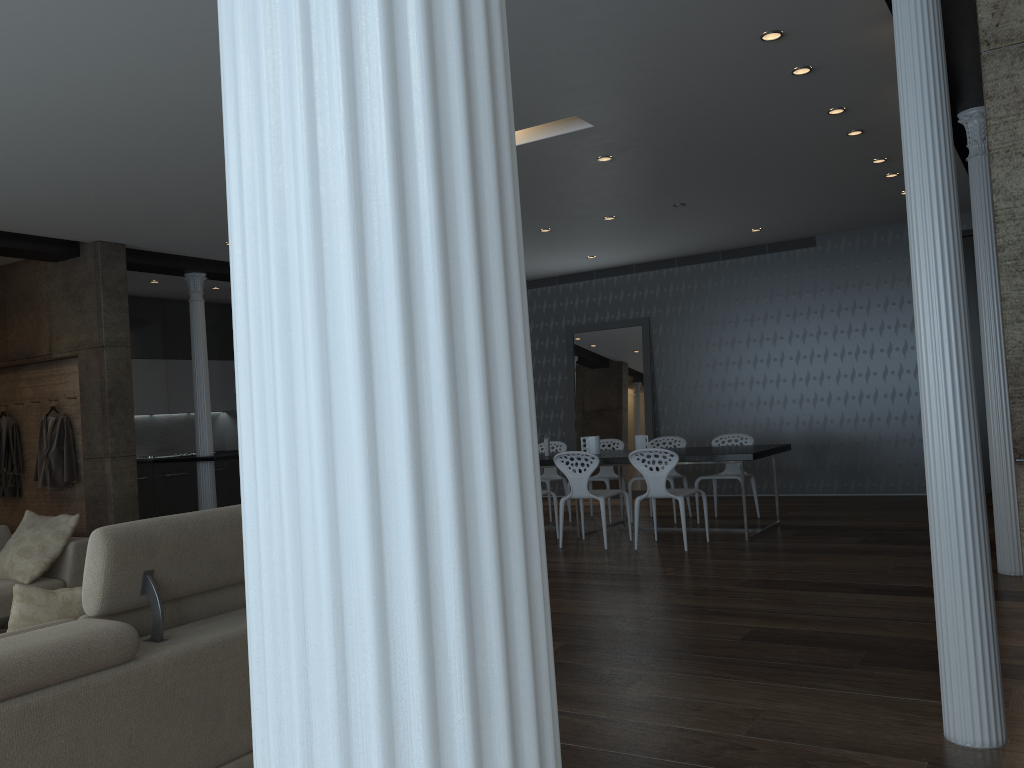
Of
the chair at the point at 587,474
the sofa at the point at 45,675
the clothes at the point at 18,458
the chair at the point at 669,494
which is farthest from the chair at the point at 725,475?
the clothes at the point at 18,458

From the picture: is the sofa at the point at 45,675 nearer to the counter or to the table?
the table

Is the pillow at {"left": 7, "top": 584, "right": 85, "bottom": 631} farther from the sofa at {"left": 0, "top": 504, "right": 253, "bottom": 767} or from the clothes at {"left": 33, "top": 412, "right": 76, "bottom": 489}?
Answer: the clothes at {"left": 33, "top": 412, "right": 76, "bottom": 489}

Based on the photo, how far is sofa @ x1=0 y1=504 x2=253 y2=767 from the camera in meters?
2.2

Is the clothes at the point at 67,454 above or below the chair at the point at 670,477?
above

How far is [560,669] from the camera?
4.1m

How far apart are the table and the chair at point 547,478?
0.7 meters

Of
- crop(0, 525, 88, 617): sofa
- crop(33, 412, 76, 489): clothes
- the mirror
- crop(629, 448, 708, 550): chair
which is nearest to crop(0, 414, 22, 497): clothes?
crop(33, 412, 76, 489): clothes

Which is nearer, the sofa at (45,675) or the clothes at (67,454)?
the sofa at (45,675)

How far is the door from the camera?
9.42m
